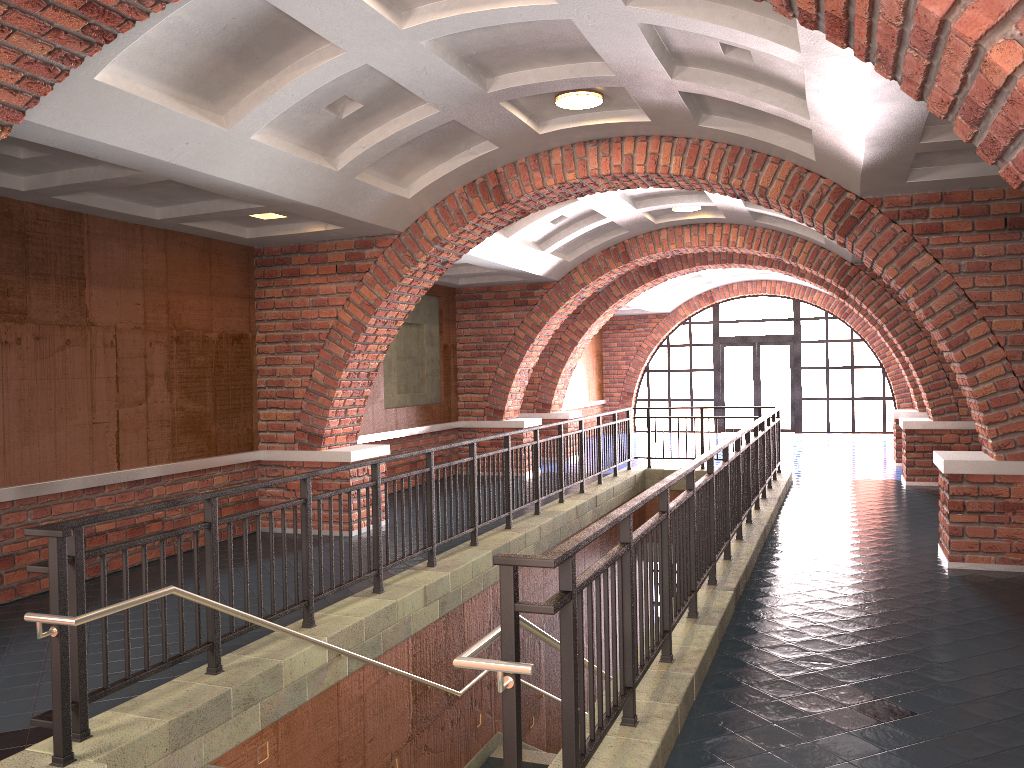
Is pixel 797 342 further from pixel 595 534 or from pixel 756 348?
pixel 595 534

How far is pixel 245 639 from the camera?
5.5m

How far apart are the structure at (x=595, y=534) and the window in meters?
9.3

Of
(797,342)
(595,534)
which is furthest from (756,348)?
(595,534)

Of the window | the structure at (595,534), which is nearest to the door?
the window

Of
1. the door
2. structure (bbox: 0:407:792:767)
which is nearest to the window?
the door

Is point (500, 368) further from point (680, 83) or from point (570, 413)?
point (680, 83)

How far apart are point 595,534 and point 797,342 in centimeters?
1951cm

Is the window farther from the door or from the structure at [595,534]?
the structure at [595,534]

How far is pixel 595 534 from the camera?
3.2m
